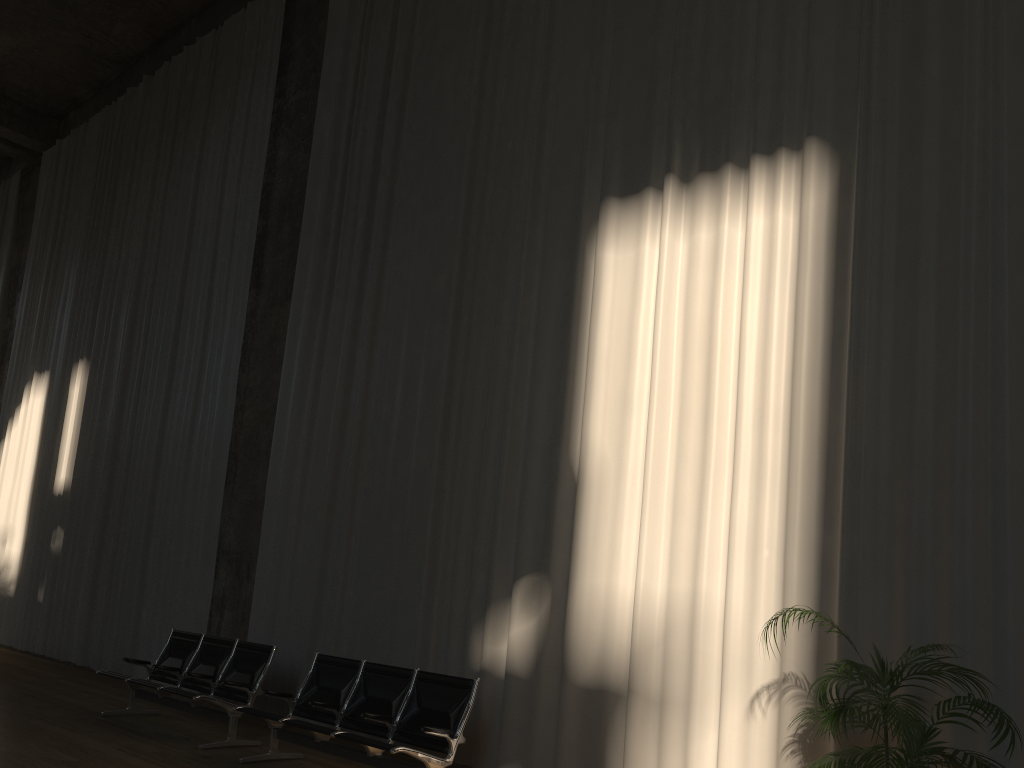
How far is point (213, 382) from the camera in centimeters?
1041cm

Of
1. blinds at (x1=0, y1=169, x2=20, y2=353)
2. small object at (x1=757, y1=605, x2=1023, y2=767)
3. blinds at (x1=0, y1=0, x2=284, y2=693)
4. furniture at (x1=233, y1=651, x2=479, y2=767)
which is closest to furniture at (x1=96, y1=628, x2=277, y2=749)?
furniture at (x1=233, y1=651, x2=479, y2=767)

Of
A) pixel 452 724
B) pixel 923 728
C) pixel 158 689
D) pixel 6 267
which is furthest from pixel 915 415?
pixel 6 267

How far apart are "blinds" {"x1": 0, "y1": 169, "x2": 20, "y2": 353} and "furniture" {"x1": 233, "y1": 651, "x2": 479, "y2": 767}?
13.0 meters

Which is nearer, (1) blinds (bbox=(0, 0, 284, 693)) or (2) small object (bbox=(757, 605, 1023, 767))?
(2) small object (bbox=(757, 605, 1023, 767))

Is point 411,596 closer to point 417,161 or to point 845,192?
point 417,161

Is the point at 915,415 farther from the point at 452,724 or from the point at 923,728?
the point at 452,724

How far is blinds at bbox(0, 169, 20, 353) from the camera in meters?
16.6

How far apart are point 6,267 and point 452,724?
15.0 meters

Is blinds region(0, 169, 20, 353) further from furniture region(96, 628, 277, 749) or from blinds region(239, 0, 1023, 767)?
furniture region(96, 628, 277, 749)
